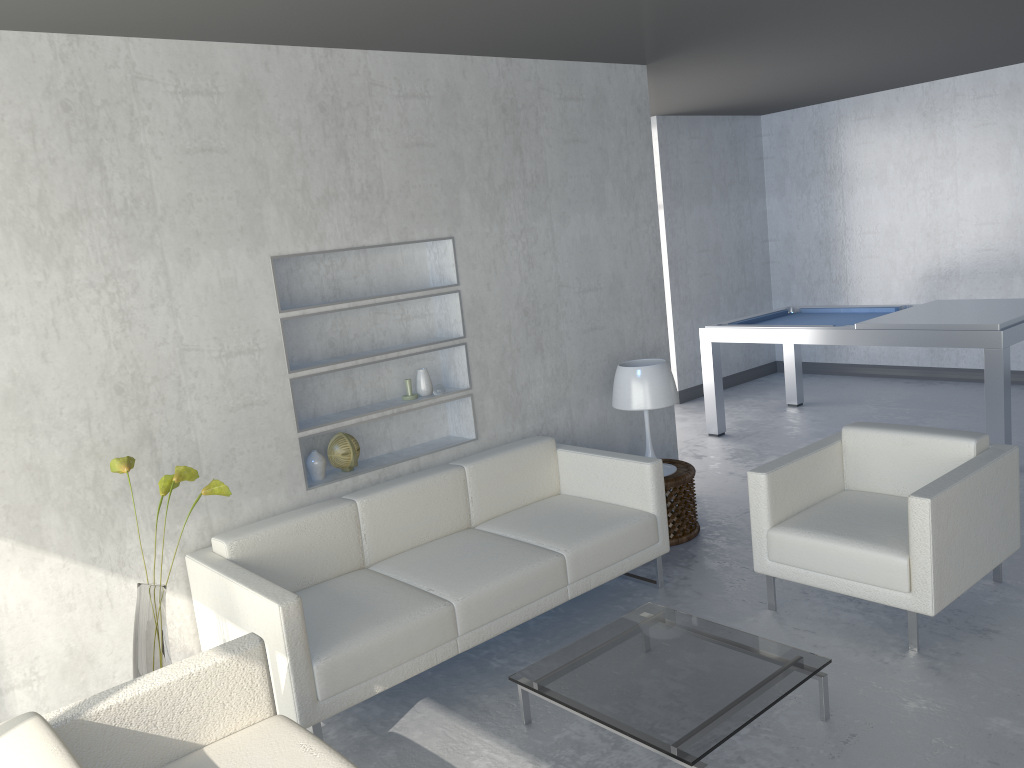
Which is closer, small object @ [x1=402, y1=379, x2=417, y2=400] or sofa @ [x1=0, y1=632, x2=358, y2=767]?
sofa @ [x1=0, y1=632, x2=358, y2=767]

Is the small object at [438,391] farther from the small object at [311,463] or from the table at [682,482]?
the table at [682,482]

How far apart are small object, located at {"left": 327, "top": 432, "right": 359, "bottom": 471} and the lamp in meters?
1.4 m

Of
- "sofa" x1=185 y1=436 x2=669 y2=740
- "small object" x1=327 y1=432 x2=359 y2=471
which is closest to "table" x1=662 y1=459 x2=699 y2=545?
A: "sofa" x1=185 y1=436 x2=669 y2=740

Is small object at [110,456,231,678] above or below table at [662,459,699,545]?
above

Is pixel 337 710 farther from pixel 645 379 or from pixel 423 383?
pixel 645 379

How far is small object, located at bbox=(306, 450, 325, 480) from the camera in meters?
3.9 m

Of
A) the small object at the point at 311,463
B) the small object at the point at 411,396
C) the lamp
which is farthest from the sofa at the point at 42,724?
the lamp

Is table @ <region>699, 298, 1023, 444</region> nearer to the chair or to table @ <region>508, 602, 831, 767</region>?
the chair

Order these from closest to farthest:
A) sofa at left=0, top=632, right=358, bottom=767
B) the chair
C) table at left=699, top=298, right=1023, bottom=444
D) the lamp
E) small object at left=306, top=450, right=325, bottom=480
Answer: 1. sofa at left=0, top=632, right=358, bottom=767
2. the chair
3. small object at left=306, top=450, right=325, bottom=480
4. the lamp
5. table at left=699, top=298, right=1023, bottom=444
